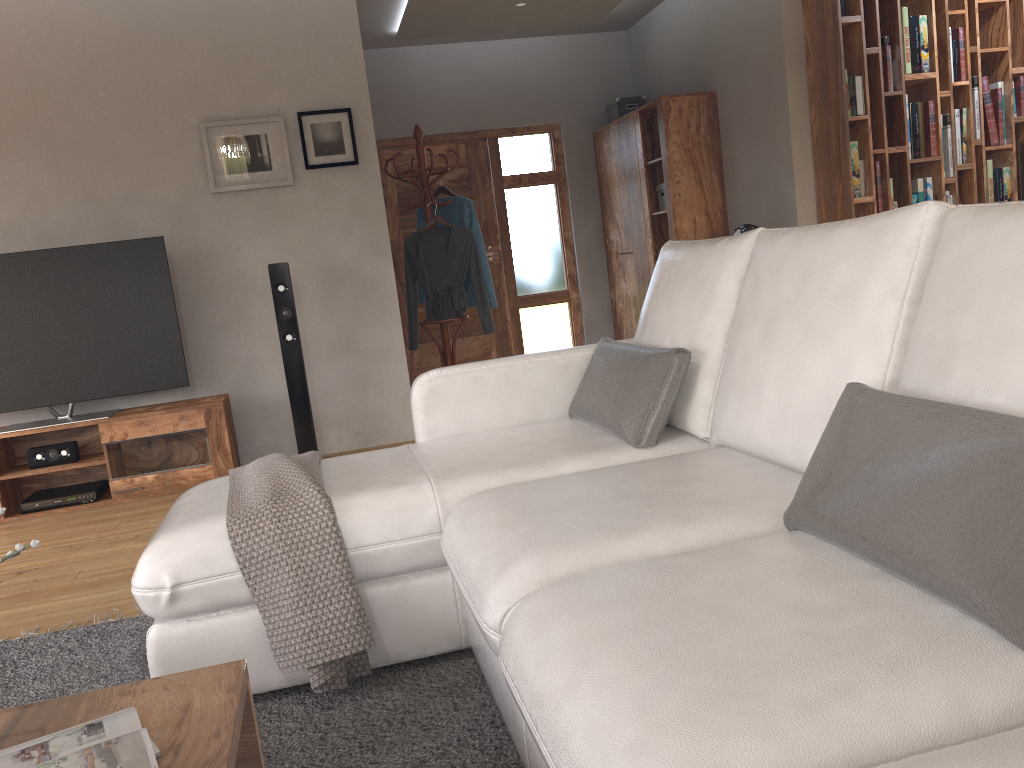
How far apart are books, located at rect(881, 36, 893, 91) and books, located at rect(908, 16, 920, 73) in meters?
0.1 m

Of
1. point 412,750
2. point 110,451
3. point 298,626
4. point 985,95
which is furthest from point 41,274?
point 985,95

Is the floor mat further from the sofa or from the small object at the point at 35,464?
the small object at the point at 35,464

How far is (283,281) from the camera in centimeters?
457cm

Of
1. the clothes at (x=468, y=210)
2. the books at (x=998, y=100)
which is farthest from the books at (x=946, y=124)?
the clothes at (x=468, y=210)

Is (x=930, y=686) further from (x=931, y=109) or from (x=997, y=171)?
(x=997, y=171)

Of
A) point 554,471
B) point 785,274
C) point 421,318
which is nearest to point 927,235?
point 785,274

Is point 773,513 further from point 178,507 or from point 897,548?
point 178,507

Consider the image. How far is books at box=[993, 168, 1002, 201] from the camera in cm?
542

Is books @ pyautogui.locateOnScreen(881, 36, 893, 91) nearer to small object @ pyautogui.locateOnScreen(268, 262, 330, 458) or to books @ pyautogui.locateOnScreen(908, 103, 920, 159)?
books @ pyautogui.locateOnScreen(908, 103, 920, 159)
